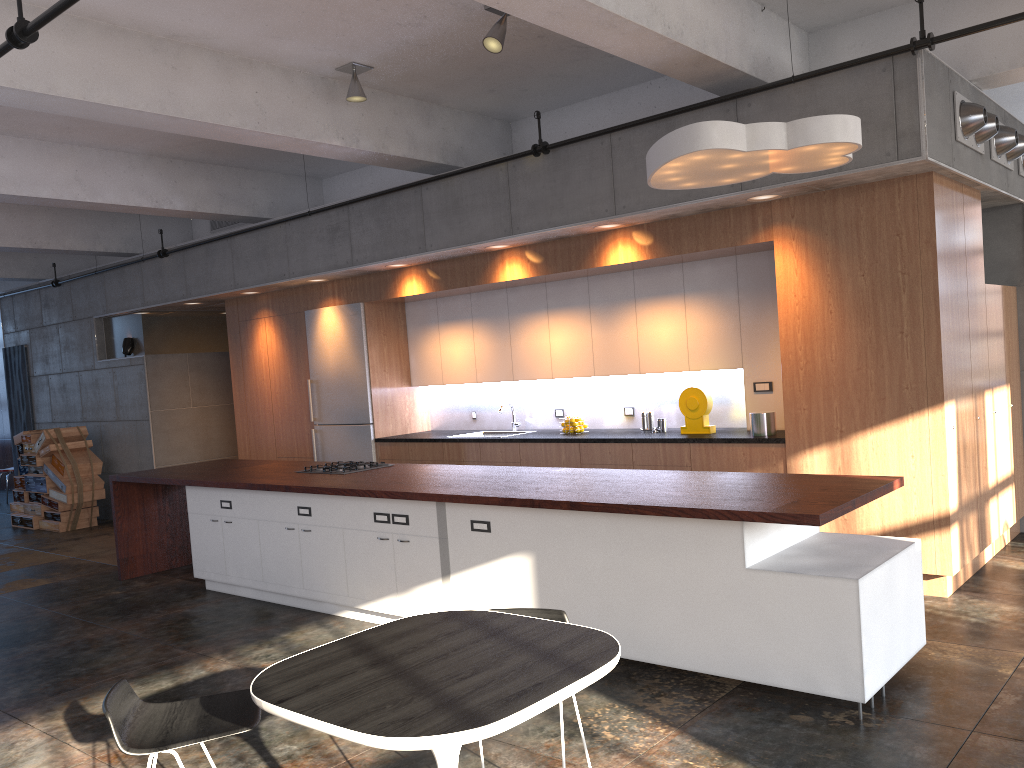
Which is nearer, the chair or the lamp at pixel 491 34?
the chair

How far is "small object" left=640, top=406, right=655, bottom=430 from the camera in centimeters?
762cm

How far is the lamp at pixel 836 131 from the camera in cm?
420

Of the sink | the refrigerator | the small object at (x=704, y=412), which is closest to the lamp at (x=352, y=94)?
the refrigerator

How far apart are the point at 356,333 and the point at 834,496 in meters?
6.0 m

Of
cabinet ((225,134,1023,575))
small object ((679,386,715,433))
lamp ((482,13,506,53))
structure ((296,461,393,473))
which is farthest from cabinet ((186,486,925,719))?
lamp ((482,13,506,53))

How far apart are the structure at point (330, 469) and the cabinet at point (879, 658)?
0.5m

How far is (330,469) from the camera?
6.9 meters

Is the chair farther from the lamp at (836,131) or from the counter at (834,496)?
the lamp at (836,131)

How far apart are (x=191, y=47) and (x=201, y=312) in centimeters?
646cm
